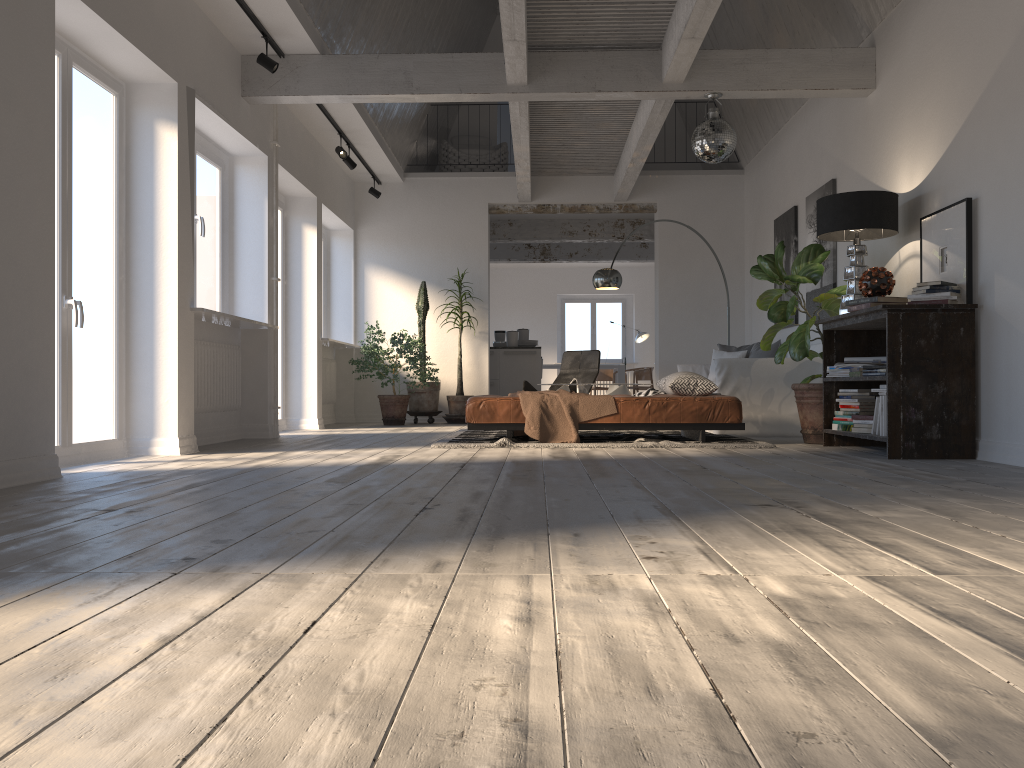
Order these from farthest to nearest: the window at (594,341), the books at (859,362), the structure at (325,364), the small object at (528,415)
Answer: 1. the window at (594,341)
2. the structure at (325,364)
3. the small object at (528,415)
4. the books at (859,362)

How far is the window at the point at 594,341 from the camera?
18.7m

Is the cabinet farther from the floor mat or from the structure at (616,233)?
the floor mat

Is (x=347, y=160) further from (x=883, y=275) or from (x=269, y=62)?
(x=883, y=275)

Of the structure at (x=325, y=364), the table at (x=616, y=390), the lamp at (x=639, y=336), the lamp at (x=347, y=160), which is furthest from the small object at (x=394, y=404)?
the lamp at (x=639, y=336)

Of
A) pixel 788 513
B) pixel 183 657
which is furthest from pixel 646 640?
pixel 788 513

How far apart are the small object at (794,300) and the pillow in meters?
1.7 m

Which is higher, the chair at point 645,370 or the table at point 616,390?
the chair at point 645,370

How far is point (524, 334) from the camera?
12.9m

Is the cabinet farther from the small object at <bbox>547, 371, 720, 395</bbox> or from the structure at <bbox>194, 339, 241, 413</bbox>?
the structure at <bbox>194, 339, 241, 413</bbox>
